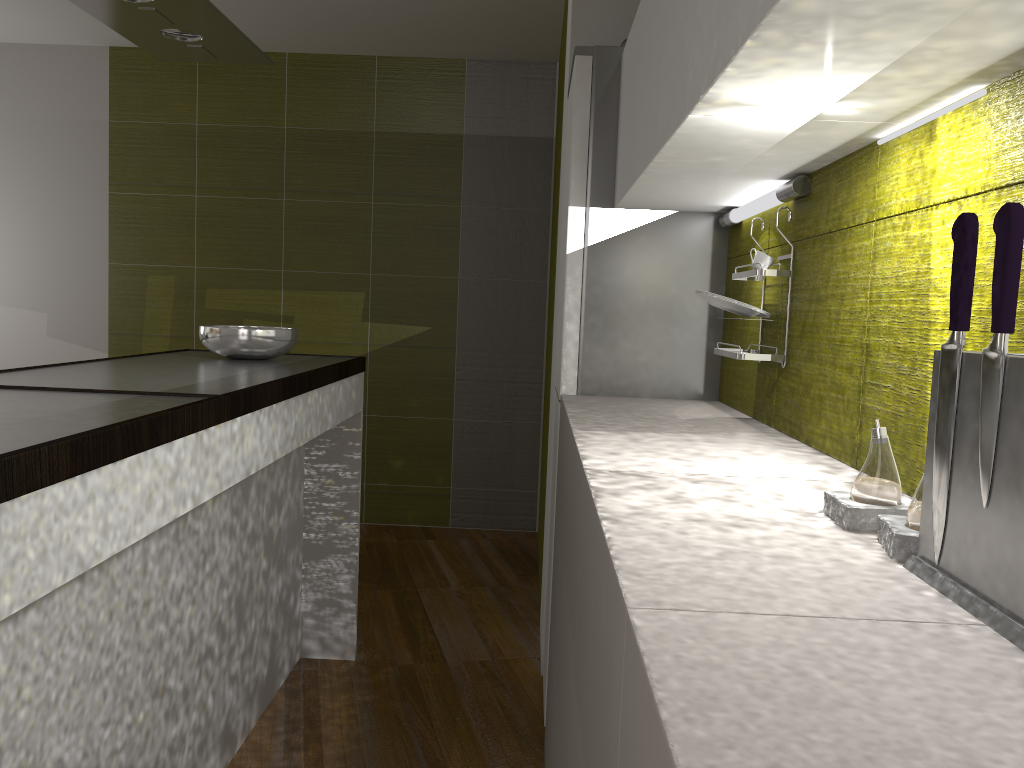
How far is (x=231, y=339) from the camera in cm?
276

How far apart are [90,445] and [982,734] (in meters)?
1.12

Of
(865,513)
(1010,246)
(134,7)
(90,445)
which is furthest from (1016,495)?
(134,7)

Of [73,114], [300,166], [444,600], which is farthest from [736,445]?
[73,114]

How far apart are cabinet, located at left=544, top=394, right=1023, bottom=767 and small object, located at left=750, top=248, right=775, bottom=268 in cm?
36

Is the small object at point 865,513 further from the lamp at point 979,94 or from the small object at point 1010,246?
the lamp at point 979,94

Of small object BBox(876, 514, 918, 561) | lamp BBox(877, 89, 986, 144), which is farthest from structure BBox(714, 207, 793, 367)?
small object BBox(876, 514, 918, 561)

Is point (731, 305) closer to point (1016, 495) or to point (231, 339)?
point (1016, 495)

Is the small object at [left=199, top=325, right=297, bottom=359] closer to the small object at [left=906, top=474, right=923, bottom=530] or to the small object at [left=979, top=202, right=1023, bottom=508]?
the small object at [left=906, top=474, right=923, bottom=530]

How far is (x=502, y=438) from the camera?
5.29m
